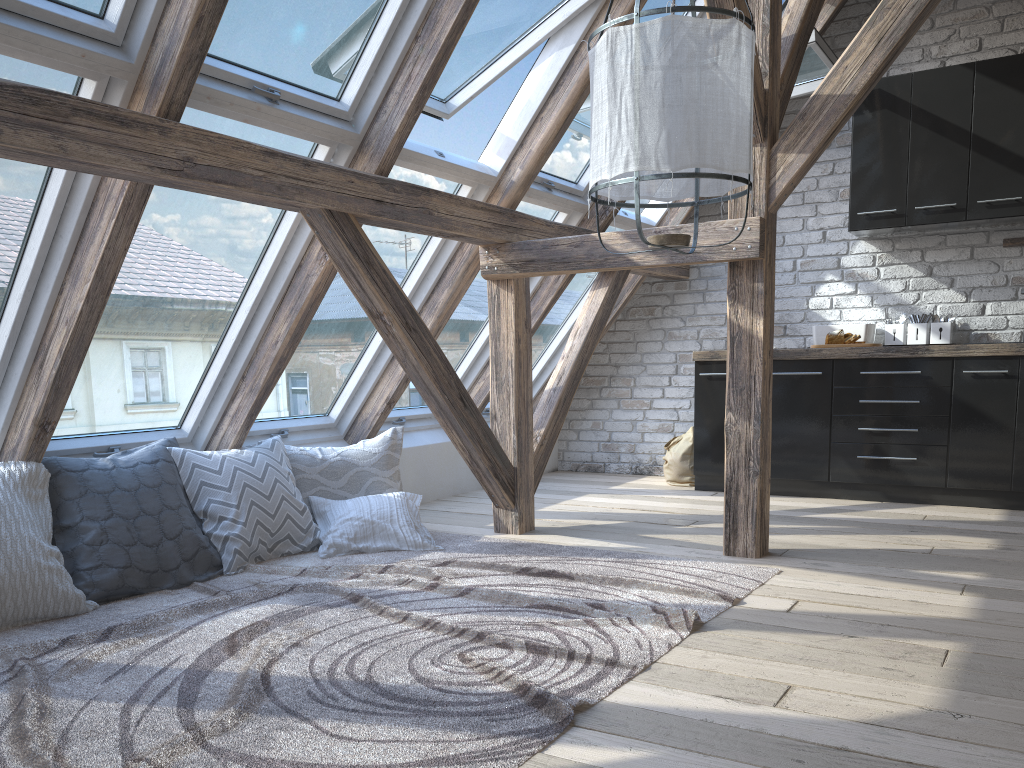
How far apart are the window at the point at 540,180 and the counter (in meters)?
1.16

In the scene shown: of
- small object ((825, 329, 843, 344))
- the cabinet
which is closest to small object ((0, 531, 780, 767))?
the cabinet

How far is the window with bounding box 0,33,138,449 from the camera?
2.41m

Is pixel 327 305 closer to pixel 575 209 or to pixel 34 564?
pixel 575 209

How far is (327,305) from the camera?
4.0 meters

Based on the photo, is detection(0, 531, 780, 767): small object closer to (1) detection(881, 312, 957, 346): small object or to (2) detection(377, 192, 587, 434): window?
(2) detection(377, 192, 587, 434): window

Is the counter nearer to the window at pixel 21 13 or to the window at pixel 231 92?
the window at pixel 231 92

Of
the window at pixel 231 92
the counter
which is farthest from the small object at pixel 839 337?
the window at pixel 231 92

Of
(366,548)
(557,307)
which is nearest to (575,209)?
(557,307)

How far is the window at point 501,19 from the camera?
3.7m
